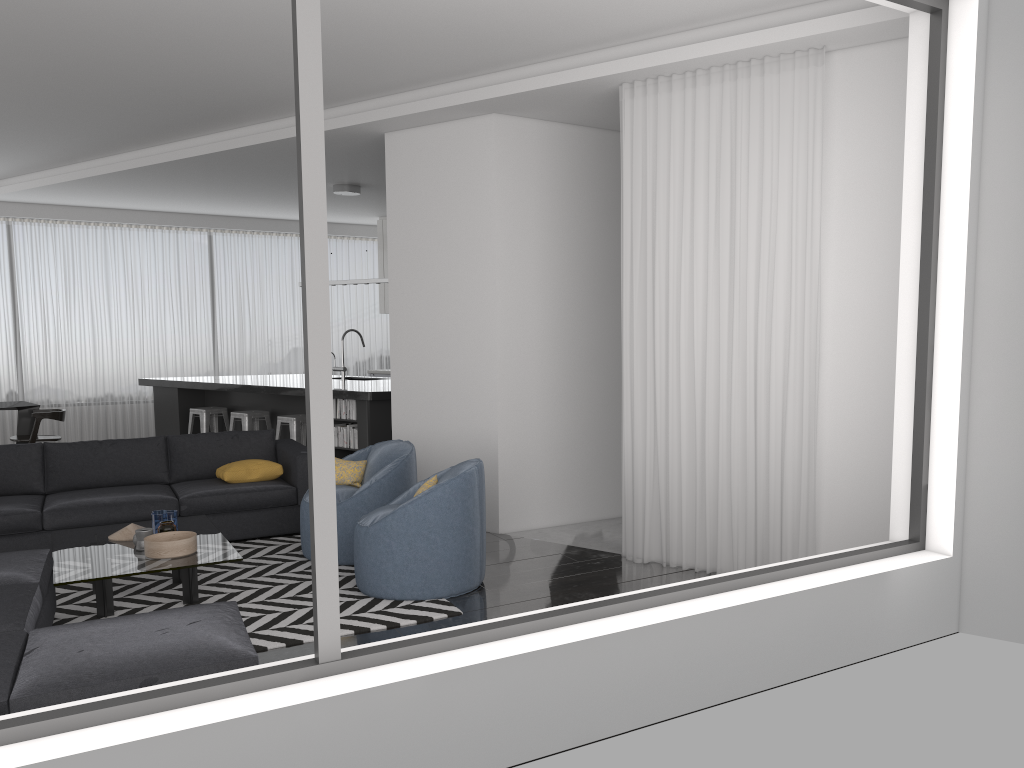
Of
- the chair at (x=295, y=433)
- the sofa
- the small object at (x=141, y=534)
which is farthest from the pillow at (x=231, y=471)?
the chair at (x=295, y=433)

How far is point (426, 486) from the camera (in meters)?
5.12

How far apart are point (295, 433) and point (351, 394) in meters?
1.0 m

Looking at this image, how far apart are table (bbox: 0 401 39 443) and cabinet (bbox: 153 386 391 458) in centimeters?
130cm

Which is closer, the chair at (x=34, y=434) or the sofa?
the sofa

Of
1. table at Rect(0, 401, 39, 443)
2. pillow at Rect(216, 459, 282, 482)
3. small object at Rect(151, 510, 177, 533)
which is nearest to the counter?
table at Rect(0, 401, 39, 443)

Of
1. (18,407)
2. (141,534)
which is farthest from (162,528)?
(18,407)

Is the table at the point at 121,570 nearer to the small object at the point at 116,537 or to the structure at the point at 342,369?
the small object at the point at 116,537

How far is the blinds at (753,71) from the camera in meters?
4.8 m

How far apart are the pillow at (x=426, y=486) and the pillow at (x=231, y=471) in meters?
2.0 m
